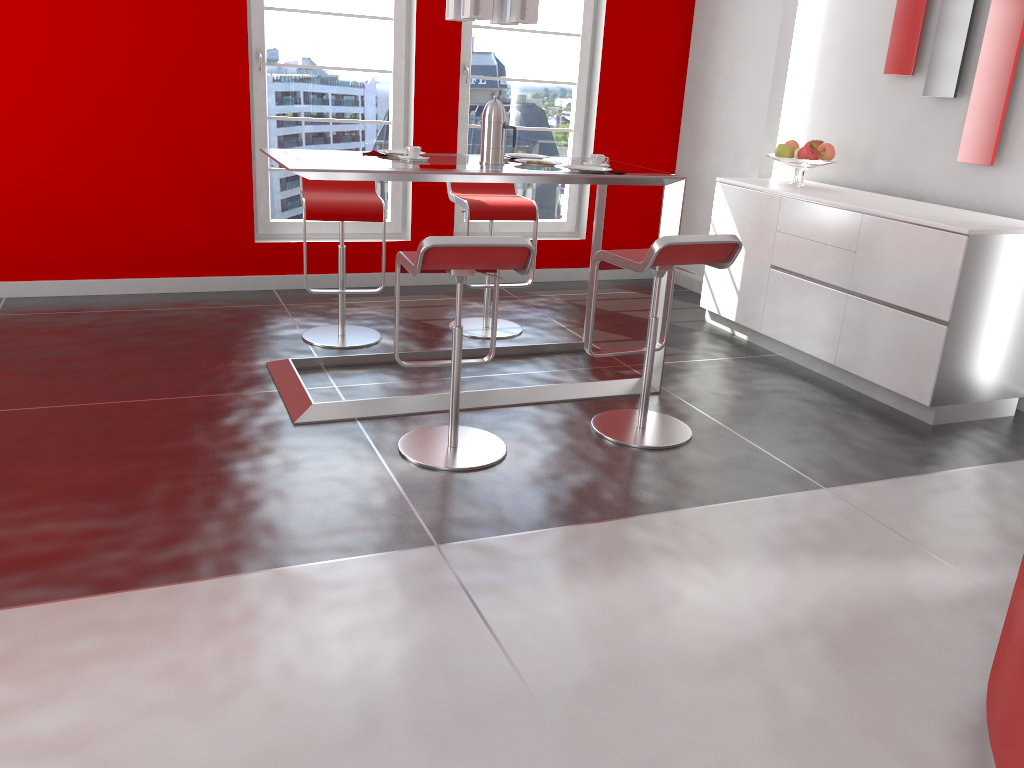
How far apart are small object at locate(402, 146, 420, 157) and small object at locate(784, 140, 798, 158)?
2.38m

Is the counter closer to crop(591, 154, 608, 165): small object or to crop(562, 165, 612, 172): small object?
crop(562, 165, 612, 172): small object

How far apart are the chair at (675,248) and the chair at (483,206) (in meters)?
1.21

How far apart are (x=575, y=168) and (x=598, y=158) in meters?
0.2

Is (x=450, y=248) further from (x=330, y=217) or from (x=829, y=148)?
(x=829, y=148)

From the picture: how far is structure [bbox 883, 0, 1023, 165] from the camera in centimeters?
414cm

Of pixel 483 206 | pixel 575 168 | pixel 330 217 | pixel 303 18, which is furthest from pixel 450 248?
pixel 303 18

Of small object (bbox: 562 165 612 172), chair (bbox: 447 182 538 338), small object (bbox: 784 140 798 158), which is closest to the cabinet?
small object (bbox: 784 140 798 158)

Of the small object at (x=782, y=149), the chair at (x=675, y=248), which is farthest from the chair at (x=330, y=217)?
the small object at (x=782, y=149)

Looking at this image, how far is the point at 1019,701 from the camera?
1.7 meters
